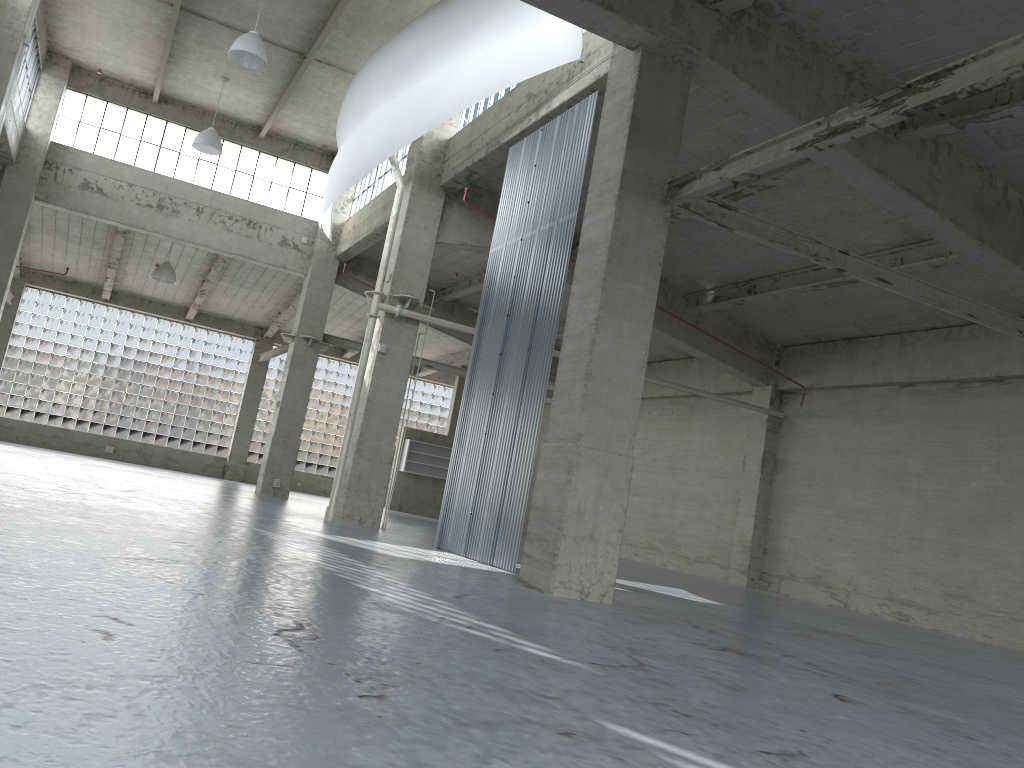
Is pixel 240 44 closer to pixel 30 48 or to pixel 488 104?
pixel 488 104

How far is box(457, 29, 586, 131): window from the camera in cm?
2581

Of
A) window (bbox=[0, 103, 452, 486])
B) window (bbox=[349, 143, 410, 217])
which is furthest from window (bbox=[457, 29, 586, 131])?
window (bbox=[0, 103, 452, 486])

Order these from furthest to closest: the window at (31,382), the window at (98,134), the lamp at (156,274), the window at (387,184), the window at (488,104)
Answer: the window at (31,382)
the lamp at (156,274)
the window at (98,134)
the window at (387,184)
the window at (488,104)

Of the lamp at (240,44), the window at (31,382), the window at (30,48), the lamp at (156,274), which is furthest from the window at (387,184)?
the window at (31,382)

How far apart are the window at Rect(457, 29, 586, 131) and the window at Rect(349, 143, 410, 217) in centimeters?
574cm

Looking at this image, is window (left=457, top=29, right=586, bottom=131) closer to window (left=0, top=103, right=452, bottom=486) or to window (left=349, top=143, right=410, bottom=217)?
window (left=349, top=143, right=410, bottom=217)

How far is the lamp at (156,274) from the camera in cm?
4006

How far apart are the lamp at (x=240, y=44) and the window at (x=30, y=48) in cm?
998

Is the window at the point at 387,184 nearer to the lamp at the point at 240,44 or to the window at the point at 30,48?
the lamp at the point at 240,44
